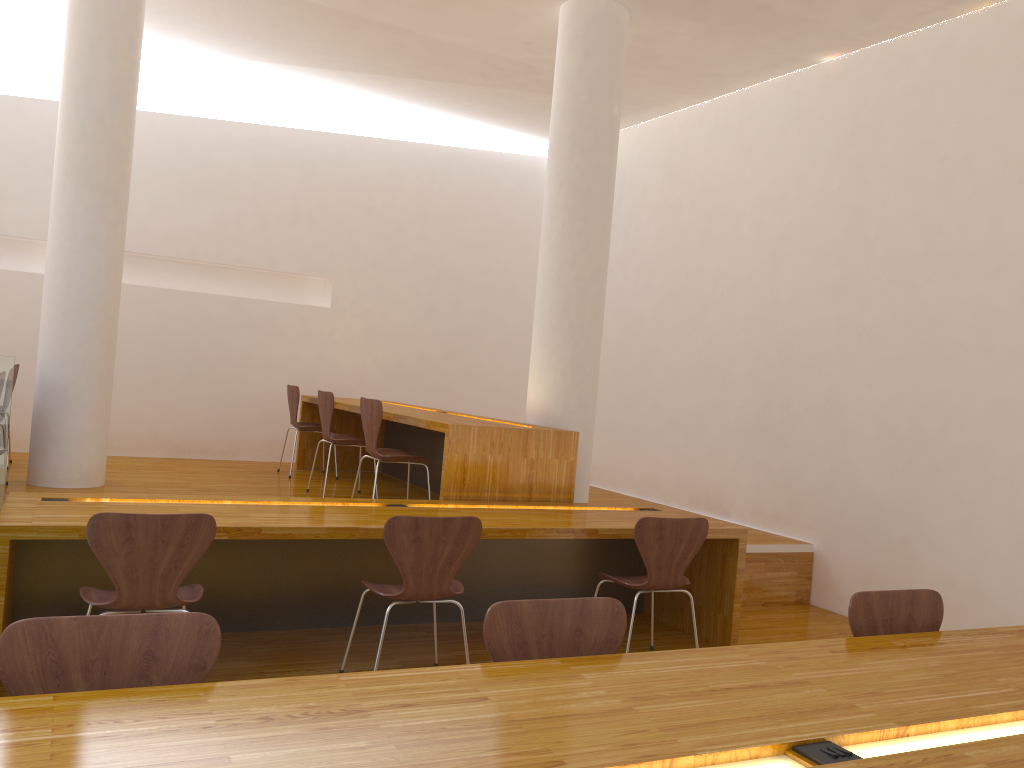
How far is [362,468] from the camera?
7.49m

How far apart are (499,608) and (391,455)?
2.8 meters

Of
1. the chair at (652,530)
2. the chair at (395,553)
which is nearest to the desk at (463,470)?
the chair at (652,530)

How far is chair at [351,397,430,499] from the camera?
4.80m

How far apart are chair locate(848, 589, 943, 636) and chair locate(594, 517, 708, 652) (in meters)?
1.26

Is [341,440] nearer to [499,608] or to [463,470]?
[463,470]

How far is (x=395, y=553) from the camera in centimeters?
322cm

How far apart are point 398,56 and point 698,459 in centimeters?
376cm

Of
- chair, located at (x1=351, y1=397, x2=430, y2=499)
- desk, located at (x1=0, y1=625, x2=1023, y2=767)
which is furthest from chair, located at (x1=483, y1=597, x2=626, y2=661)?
chair, located at (x1=351, y1=397, x2=430, y2=499)

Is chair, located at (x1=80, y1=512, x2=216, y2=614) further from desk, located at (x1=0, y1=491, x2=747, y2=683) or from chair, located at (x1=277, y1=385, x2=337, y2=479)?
chair, located at (x1=277, y1=385, x2=337, y2=479)
